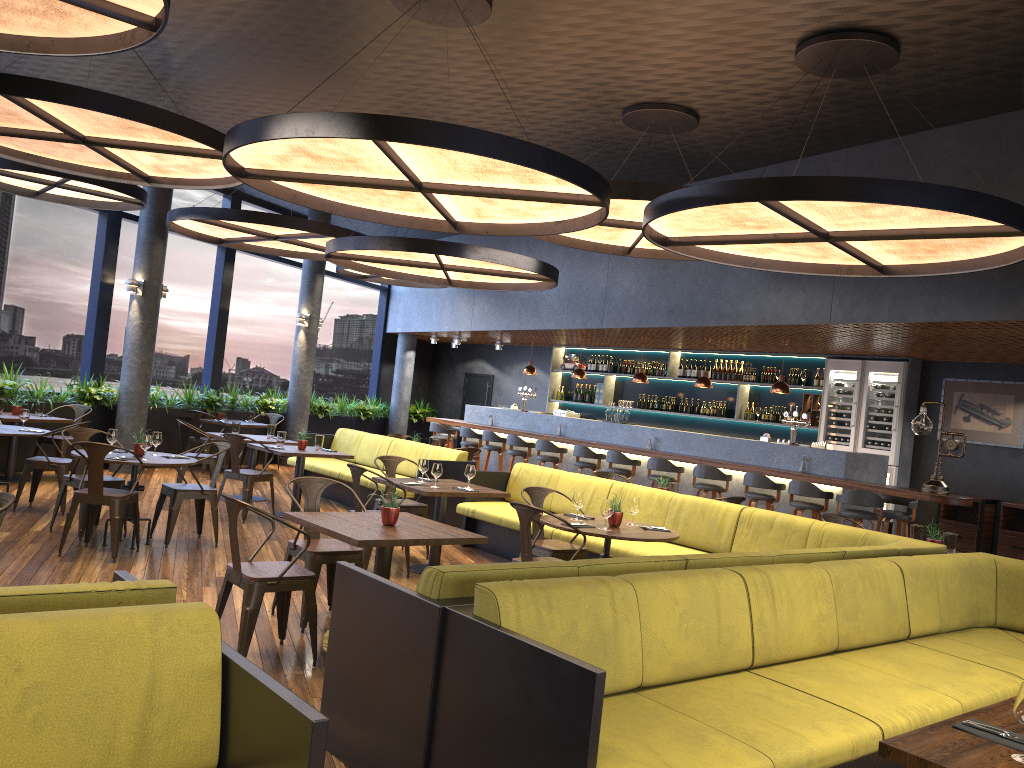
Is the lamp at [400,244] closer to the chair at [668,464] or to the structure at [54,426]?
the chair at [668,464]

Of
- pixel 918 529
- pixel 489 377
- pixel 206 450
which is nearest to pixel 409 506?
pixel 918 529

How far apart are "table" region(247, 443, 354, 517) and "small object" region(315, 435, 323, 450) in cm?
9

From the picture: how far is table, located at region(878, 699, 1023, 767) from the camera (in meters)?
2.39

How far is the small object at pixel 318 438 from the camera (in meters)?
10.09

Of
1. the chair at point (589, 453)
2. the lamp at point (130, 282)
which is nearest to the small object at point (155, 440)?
the lamp at point (130, 282)

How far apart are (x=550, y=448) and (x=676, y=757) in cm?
992

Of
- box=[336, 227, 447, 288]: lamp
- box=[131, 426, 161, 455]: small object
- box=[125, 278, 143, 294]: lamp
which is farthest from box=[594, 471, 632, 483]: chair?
box=[336, 227, 447, 288]: lamp

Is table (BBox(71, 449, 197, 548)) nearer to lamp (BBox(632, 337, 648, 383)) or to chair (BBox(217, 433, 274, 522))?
chair (BBox(217, 433, 274, 522))

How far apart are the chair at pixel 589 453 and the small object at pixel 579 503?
5.9m
